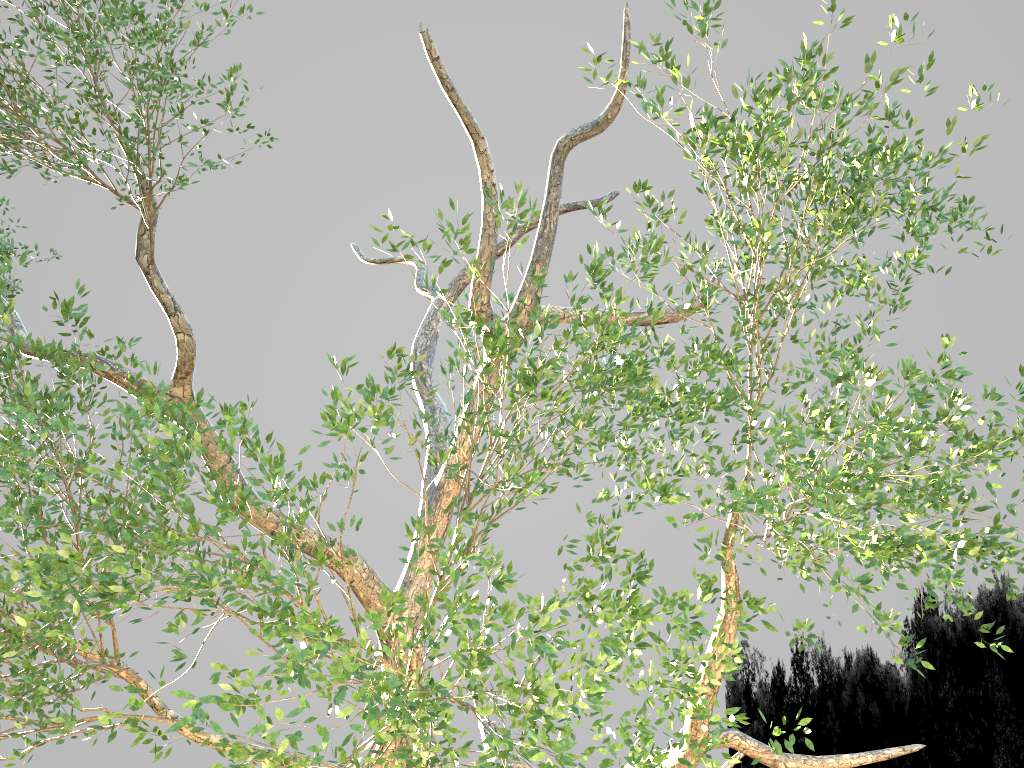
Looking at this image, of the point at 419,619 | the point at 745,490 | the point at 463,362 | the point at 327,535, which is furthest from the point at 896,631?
the point at 327,535
